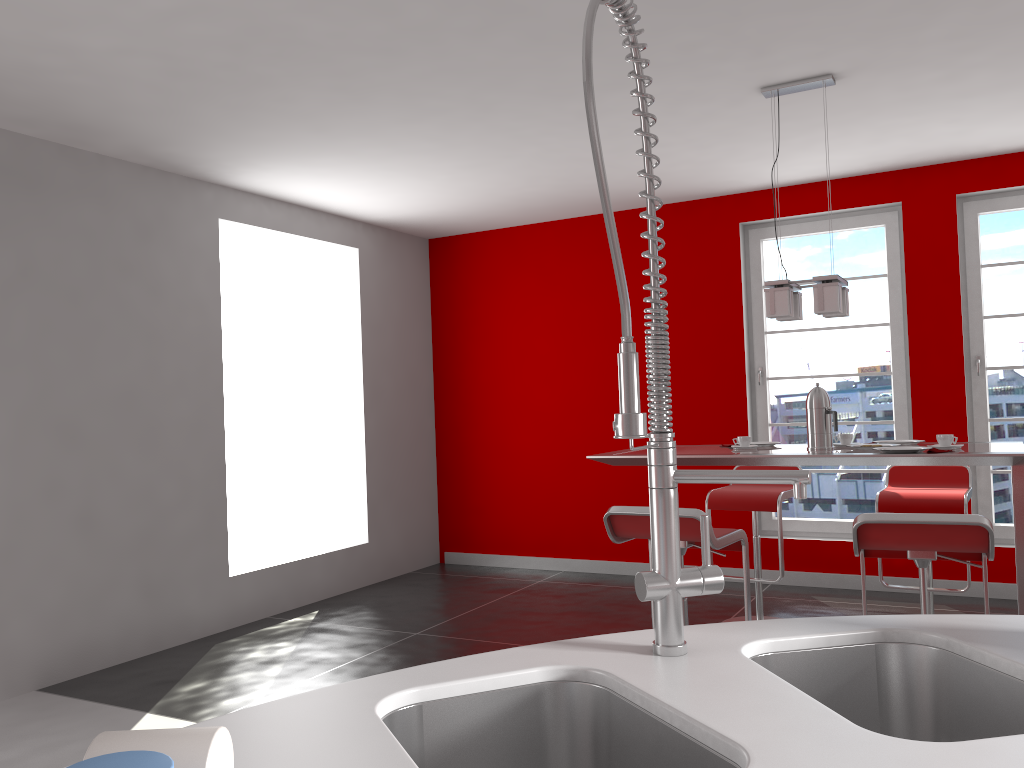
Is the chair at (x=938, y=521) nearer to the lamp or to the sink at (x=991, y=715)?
the lamp

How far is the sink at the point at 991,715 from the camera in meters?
1.2

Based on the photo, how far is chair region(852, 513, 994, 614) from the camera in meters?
2.7

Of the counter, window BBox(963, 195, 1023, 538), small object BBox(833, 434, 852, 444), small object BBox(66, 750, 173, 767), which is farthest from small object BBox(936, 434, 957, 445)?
small object BBox(66, 750, 173, 767)

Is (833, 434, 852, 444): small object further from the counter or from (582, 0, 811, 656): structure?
(582, 0, 811, 656): structure

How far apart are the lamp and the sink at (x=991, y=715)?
2.6m

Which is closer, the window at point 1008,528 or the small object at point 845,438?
the small object at point 845,438

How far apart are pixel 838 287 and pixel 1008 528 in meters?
2.6

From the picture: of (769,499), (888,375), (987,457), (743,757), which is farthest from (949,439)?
(743,757)

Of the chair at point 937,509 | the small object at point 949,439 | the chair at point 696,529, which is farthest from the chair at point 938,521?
the chair at point 937,509
